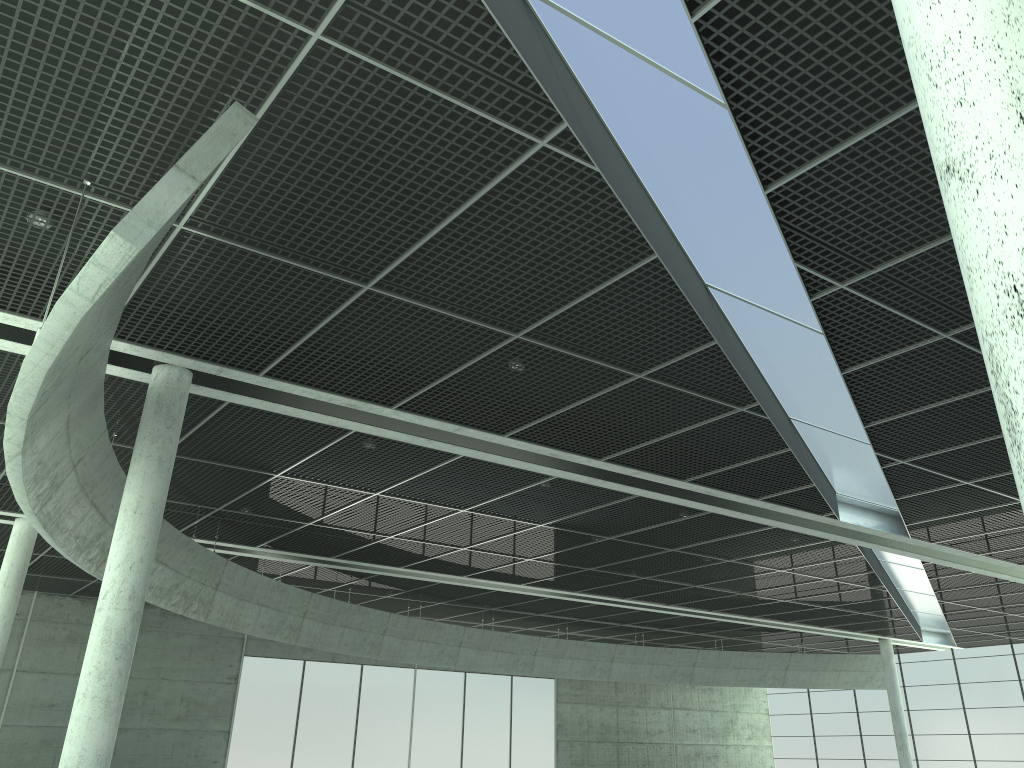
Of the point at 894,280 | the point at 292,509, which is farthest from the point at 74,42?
the point at 292,509
